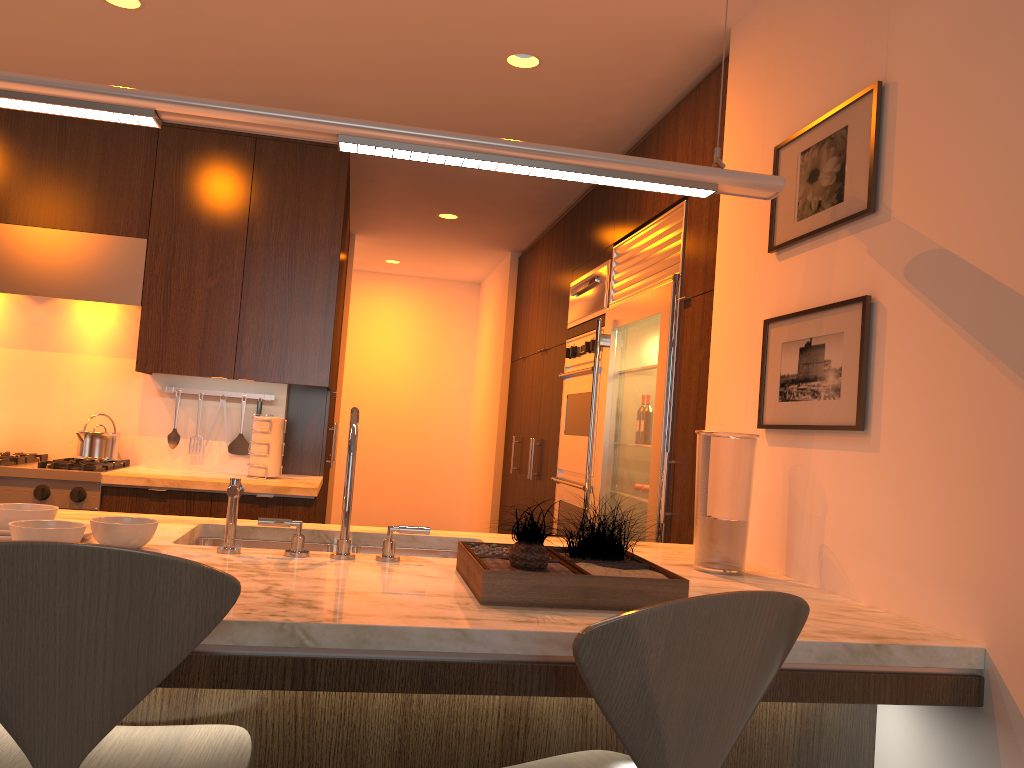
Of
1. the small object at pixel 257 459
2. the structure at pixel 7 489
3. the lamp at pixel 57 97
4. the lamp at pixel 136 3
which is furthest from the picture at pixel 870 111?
the structure at pixel 7 489

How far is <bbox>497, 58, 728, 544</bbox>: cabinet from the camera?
3.06m

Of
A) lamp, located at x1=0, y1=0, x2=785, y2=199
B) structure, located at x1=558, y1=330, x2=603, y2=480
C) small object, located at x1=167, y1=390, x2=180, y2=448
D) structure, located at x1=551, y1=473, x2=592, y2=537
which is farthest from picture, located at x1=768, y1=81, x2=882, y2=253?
small object, located at x1=167, y1=390, x2=180, y2=448

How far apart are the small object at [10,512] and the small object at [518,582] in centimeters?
90cm

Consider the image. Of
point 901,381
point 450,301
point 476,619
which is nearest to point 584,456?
point 901,381

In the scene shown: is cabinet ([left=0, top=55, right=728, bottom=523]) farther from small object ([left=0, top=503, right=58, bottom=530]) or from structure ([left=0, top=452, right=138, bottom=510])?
small object ([left=0, top=503, right=58, bottom=530])

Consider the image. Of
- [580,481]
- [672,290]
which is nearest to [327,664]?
[672,290]

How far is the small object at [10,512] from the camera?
1.88m

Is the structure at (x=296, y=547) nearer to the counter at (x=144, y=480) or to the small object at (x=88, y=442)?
the counter at (x=144, y=480)

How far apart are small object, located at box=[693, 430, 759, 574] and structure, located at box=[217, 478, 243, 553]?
1.10m
